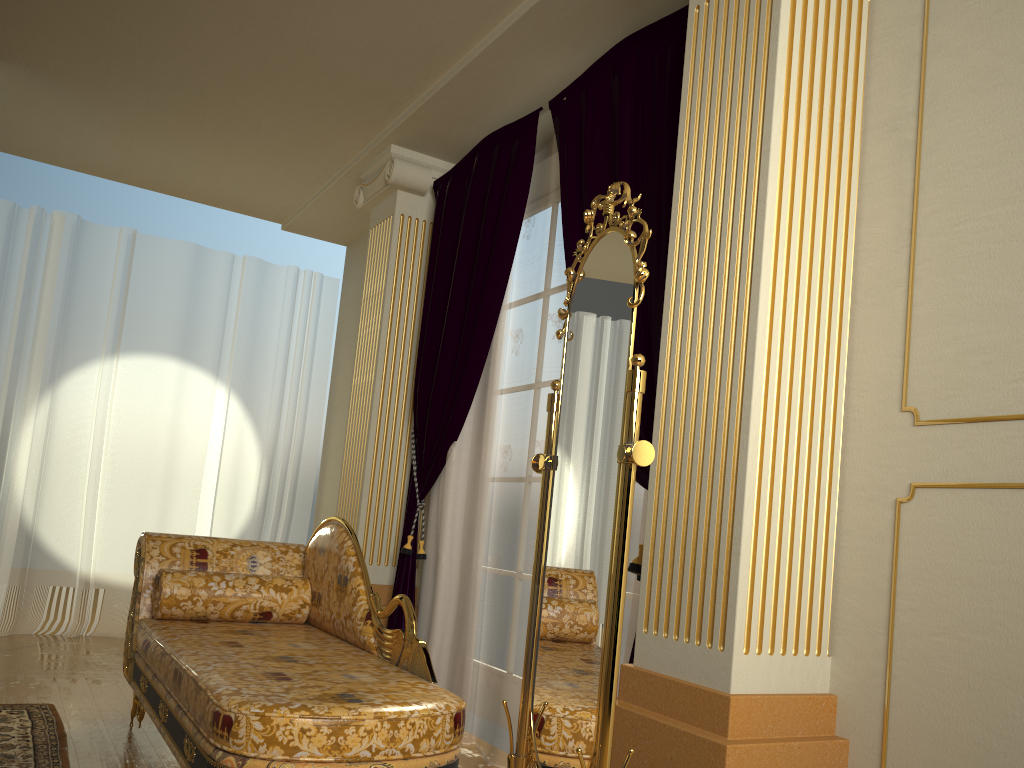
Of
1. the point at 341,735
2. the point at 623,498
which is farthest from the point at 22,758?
the point at 623,498

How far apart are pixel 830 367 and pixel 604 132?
1.4m

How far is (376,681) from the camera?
2.38m

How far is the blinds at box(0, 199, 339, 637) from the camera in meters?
5.2

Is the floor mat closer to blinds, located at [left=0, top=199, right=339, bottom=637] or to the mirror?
the mirror

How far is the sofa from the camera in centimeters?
199cm

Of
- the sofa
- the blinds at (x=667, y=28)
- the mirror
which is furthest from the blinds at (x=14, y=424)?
the mirror

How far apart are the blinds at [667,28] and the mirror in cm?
51

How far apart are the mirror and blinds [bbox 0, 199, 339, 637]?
3.9m

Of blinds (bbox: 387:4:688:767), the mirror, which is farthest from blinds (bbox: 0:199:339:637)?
the mirror
